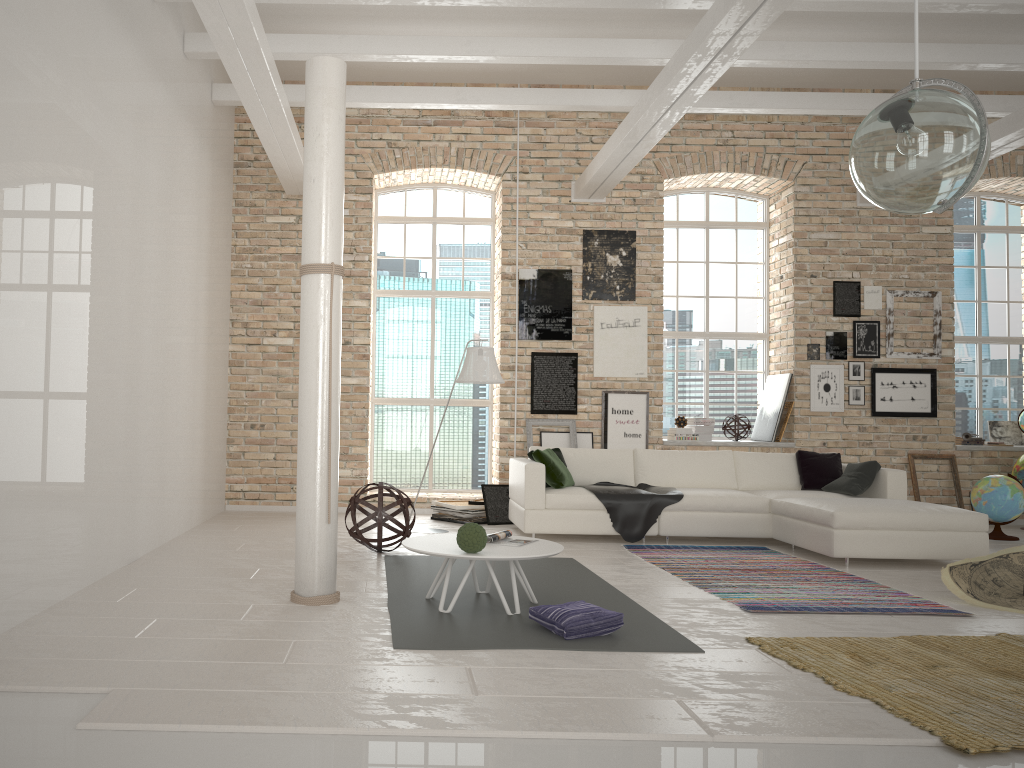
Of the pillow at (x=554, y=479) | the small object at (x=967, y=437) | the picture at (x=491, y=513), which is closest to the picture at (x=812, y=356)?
the small object at (x=967, y=437)

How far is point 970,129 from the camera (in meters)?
3.45

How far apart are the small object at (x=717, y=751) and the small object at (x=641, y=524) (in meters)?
3.55

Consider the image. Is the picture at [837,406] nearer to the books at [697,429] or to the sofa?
the books at [697,429]

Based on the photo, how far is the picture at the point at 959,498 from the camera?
9.4m

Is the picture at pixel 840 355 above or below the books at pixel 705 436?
above

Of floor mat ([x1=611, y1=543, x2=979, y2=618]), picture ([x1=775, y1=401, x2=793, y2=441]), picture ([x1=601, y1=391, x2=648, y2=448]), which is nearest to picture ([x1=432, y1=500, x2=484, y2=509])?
picture ([x1=601, y1=391, x2=648, y2=448])

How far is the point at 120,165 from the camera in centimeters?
596cm

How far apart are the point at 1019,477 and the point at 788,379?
2.4m

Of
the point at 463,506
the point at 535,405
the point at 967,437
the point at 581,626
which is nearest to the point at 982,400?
the point at 967,437
